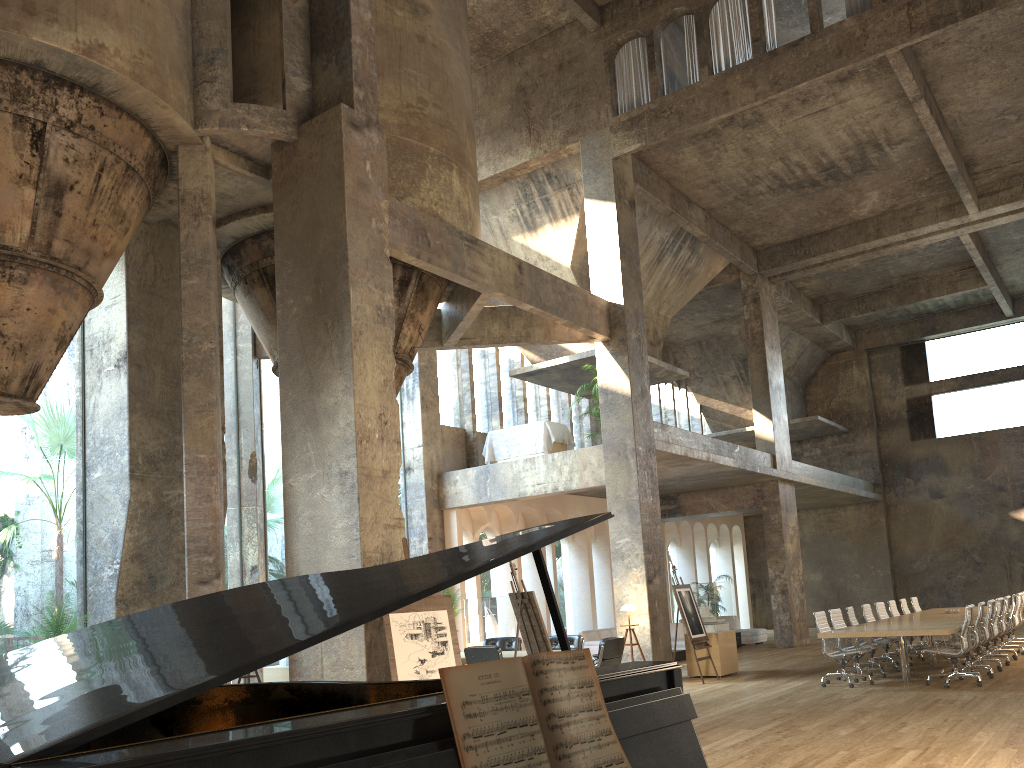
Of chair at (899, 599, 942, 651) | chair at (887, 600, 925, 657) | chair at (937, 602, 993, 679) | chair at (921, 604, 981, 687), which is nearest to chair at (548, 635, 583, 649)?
chair at (921, 604, 981, 687)

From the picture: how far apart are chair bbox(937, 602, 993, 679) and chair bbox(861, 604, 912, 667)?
2.0m

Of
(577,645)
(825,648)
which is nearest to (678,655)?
(577,645)

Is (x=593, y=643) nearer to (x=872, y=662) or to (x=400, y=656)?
(x=872, y=662)

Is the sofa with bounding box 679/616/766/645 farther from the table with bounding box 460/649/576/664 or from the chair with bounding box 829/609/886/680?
the table with bounding box 460/649/576/664

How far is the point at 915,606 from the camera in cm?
1707

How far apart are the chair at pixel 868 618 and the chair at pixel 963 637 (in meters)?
2.70

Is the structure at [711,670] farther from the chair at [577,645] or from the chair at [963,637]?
the chair at [963,637]

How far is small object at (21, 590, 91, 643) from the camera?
9.58m

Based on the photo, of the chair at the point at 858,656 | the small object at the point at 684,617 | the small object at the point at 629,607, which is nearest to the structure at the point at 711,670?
the small object at the point at 684,617
